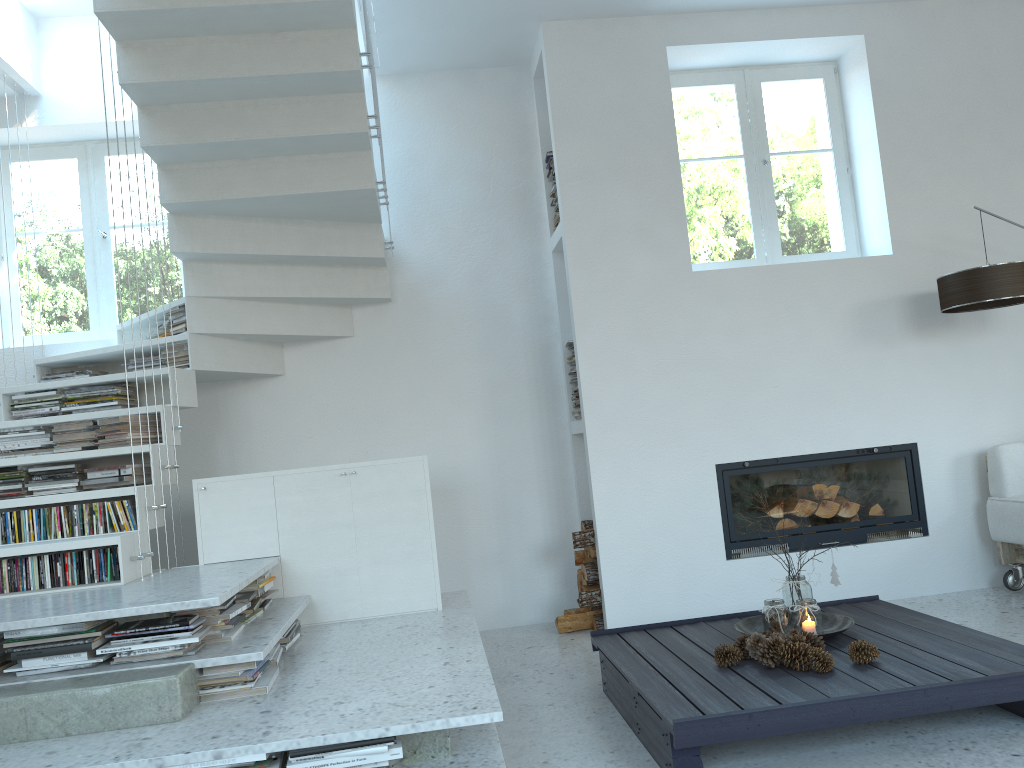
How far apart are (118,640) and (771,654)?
2.05m

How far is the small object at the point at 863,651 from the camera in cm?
282

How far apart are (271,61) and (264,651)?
2.4m

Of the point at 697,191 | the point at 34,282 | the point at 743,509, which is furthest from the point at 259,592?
the point at 697,191

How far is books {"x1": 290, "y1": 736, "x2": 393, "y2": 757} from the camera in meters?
2.2

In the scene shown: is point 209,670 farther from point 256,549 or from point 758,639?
point 758,639

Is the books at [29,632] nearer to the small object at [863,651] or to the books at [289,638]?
the books at [289,638]

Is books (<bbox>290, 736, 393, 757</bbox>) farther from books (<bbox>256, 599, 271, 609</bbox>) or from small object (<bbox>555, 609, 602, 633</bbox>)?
small object (<bbox>555, 609, 602, 633</bbox>)

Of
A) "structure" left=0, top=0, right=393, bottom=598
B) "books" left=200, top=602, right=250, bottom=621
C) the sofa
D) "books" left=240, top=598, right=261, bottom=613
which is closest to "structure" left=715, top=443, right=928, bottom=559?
the sofa

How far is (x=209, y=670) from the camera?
2.7 meters
